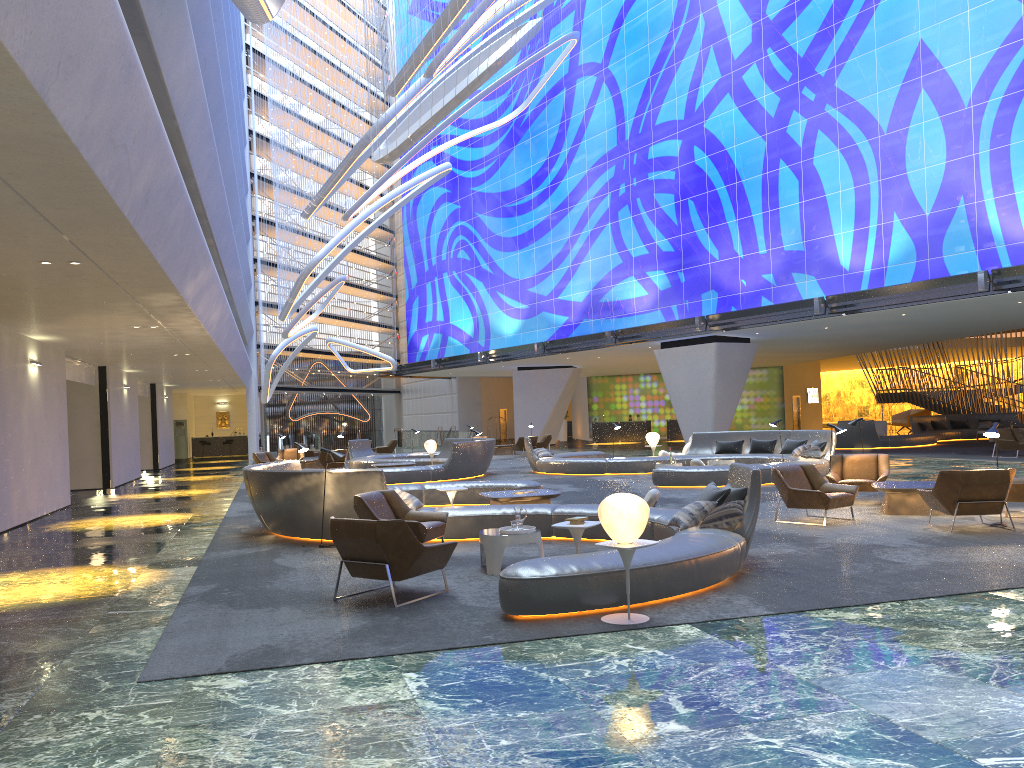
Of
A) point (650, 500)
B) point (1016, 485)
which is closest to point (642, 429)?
point (650, 500)

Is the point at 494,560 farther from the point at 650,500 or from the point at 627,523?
the point at 650,500

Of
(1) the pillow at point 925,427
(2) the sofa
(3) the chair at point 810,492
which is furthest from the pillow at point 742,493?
(2) the sofa

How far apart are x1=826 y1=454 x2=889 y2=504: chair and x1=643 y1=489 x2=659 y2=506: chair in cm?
343

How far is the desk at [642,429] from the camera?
45.70m

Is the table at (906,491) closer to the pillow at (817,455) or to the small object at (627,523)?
the pillow at (817,455)

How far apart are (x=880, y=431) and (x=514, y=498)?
24.36m

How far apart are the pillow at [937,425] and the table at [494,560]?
29.8m

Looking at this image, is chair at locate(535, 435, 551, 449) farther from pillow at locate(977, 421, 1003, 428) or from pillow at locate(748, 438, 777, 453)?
pillow at locate(977, 421, 1003, 428)

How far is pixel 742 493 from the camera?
9.1 meters
